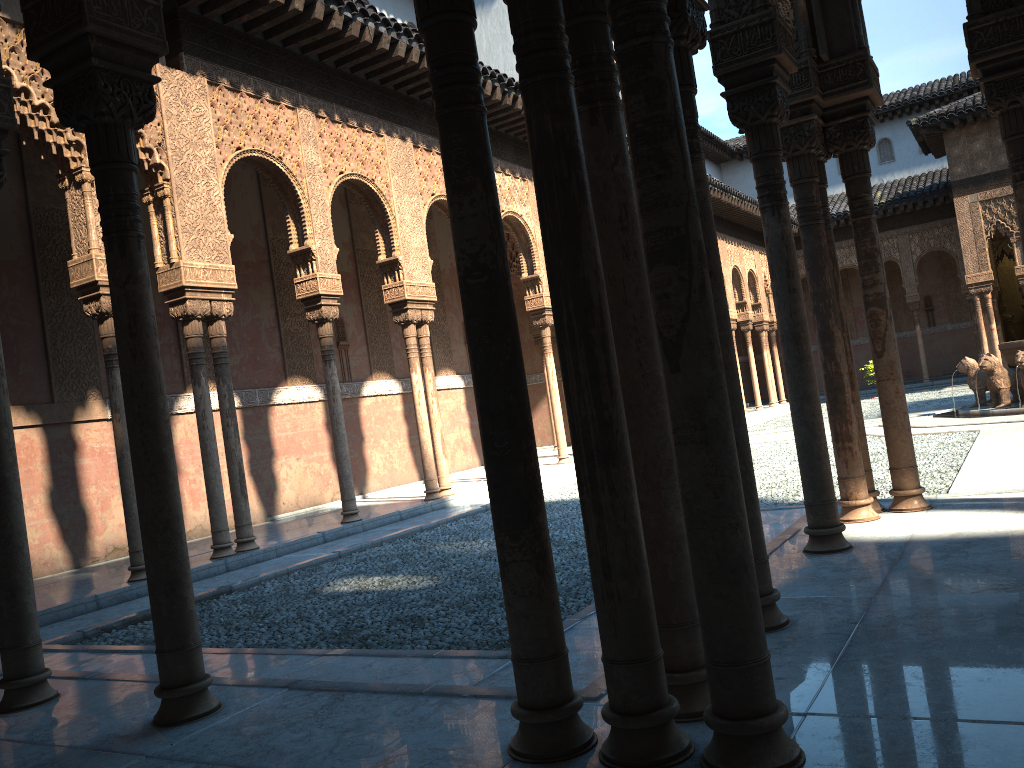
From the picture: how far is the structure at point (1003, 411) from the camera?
15.1m

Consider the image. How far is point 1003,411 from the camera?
15.06m

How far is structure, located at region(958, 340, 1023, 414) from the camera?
15.06m
